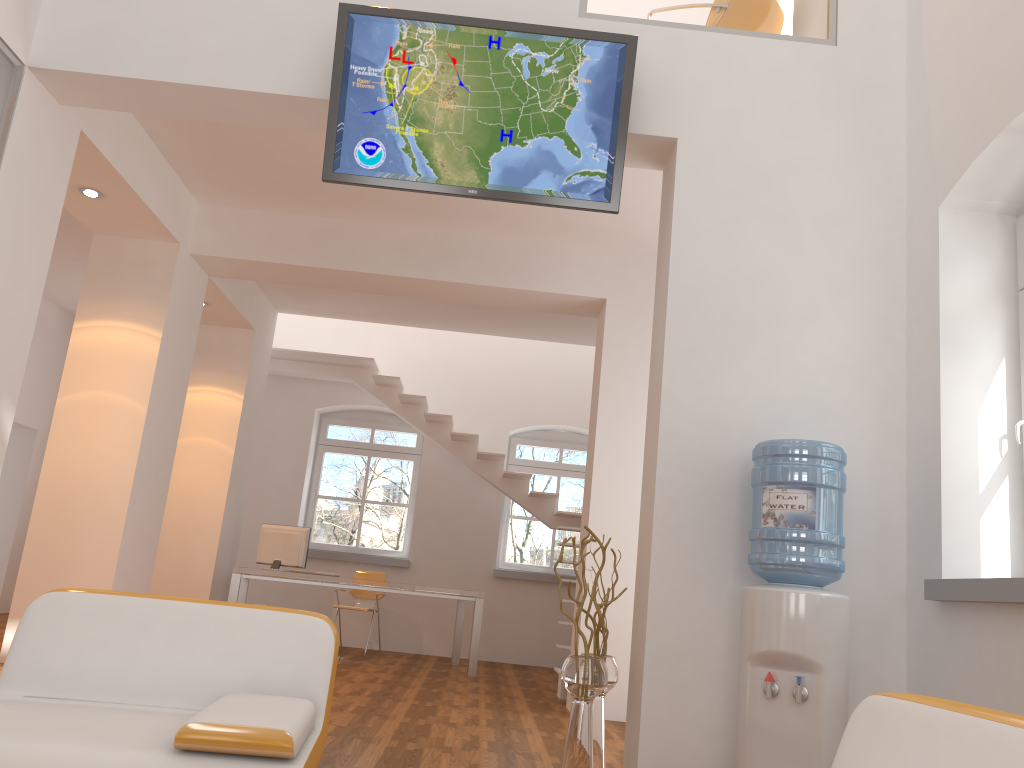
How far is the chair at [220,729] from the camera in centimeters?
201cm

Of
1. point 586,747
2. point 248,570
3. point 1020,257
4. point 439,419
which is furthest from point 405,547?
point 1020,257

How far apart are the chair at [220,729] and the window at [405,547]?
7.79m

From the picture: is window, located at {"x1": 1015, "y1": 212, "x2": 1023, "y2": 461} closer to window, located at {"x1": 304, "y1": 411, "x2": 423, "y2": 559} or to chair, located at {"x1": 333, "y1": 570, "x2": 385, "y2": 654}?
chair, located at {"x1": 333, "y1": 570, "x2": 385, "y2": 654}

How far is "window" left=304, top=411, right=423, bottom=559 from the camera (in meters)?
10.42

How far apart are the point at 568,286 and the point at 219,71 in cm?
313

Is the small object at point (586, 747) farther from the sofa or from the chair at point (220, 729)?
the sofa

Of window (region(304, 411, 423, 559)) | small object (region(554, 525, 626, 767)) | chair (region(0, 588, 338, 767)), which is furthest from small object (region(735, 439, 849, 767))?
window (region(304, 411, 423, 559))

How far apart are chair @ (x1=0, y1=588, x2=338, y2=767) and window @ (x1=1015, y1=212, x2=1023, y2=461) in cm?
321

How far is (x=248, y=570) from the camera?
7.7m
